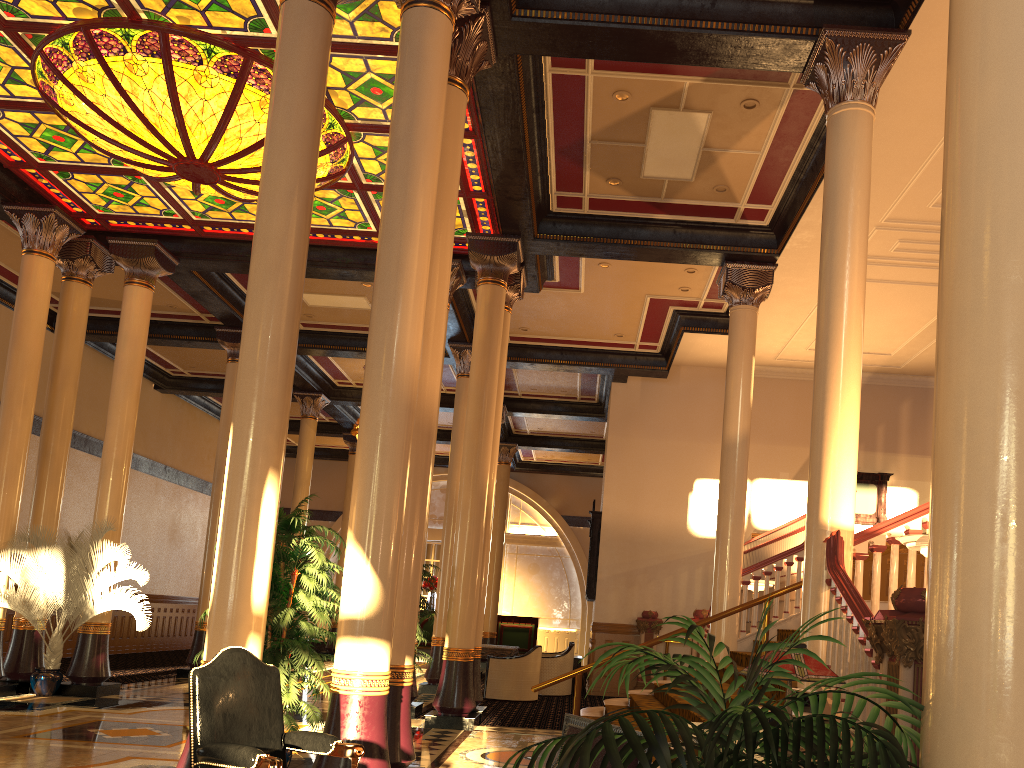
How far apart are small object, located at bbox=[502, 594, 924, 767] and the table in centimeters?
1218cm

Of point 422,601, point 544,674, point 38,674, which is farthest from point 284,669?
point 544,674

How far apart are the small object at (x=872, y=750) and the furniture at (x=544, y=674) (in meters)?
12.43

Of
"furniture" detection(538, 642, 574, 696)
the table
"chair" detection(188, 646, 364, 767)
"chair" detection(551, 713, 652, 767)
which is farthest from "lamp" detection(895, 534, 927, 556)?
"furniture" detection(538, 642, 574, 696)

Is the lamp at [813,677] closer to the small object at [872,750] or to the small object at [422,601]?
the small object at [872,750]

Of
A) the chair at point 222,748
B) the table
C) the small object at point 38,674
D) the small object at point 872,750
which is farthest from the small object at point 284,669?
the table

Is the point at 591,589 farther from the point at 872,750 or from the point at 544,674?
the point at 872,750

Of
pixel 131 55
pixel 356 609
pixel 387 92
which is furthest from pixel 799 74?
pixel 131 55

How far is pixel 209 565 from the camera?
14.6m

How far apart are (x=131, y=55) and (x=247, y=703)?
6.67m
